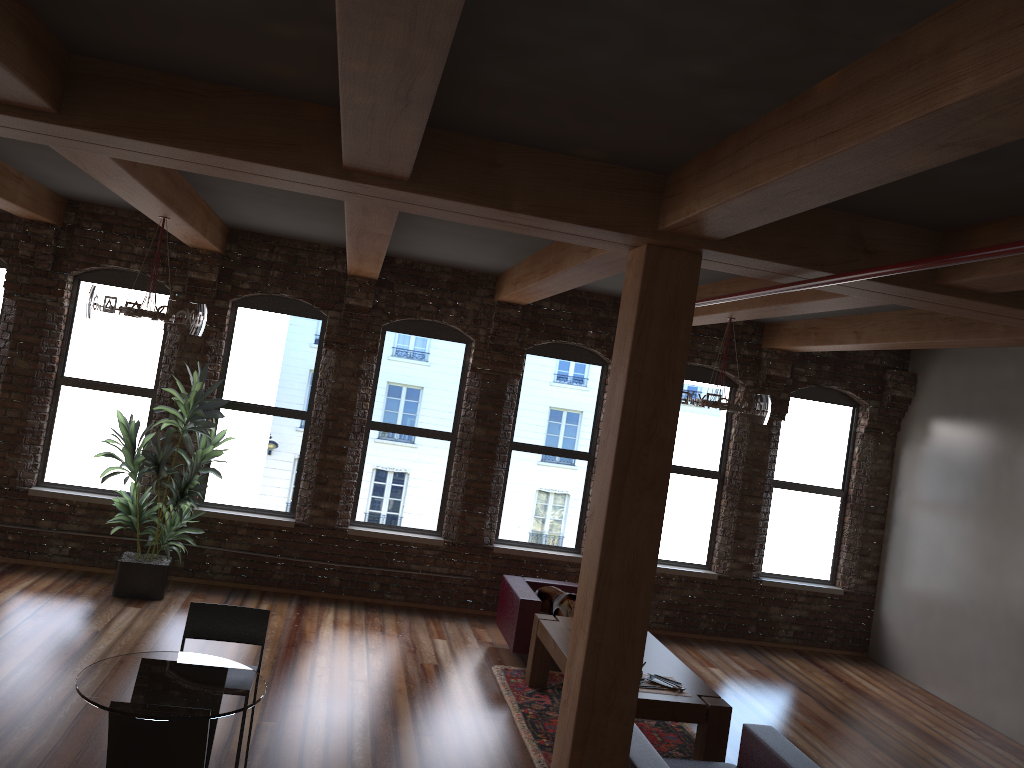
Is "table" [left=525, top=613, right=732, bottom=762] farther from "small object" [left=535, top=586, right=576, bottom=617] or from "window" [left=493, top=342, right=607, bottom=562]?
"window" [left=493, top=342, right=607, bottom=562]

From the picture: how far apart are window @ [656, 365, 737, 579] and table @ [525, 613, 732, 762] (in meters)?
2.40

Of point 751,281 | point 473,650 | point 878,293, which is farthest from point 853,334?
point 473,650

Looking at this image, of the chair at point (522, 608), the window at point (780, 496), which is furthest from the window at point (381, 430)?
the window at point (780, 496)

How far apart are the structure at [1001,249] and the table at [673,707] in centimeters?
250cm

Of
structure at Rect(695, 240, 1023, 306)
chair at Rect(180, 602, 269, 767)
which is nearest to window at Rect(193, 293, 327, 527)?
chair at Rect(180, 602, 269, 767)

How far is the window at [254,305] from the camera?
8.70m

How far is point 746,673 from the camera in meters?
8.4 m

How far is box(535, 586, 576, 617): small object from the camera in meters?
7.6

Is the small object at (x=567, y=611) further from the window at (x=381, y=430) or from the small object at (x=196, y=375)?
the small object at (x=196, y=375)
